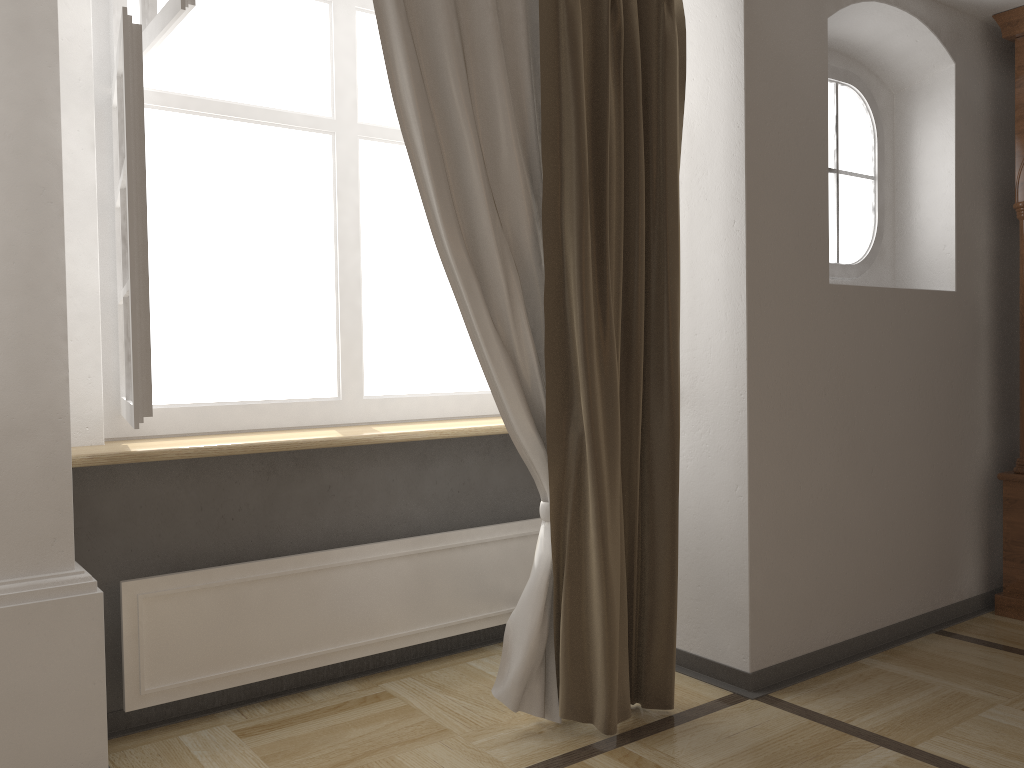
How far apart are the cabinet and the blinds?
1.57m

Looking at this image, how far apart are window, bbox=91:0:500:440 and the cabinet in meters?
1.9

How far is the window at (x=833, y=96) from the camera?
3.29m

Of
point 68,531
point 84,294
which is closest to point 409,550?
point 68,531

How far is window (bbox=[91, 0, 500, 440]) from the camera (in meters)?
1.95

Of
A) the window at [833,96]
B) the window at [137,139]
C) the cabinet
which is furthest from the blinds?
the cabinet

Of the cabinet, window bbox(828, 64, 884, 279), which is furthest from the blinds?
the cabinet

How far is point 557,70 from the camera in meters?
2.3 m

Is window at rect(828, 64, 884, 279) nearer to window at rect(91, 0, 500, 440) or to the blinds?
the blinds

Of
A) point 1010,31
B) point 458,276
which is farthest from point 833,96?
point 458,276
